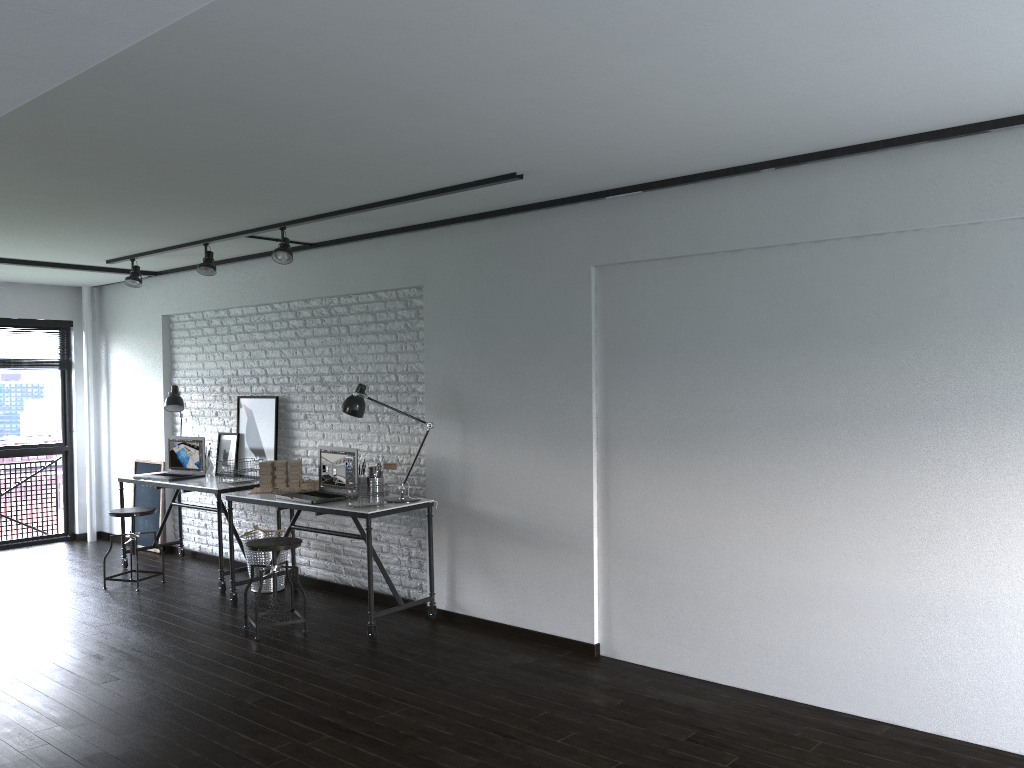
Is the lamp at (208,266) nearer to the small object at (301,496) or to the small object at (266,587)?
the small object at (301,496)

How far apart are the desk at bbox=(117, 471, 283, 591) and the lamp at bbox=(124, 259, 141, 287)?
1.5 meters

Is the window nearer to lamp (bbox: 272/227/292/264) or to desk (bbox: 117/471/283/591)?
desk (bbox: 117/471/283/591)

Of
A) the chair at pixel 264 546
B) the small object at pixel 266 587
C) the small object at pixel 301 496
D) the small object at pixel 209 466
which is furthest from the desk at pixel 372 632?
the small object at pixel 209 466

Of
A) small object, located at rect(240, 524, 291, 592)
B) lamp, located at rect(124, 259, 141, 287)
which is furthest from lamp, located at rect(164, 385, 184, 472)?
small object, located at rect(240, 524, 291, 592)

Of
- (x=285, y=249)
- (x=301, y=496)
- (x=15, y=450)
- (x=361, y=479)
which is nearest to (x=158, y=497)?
(x=15, y=450)

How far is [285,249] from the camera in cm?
528

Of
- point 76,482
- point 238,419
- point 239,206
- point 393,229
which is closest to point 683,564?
point 393,229

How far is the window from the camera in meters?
7.9 m

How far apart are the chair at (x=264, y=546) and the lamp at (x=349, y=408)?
0.6 meters
